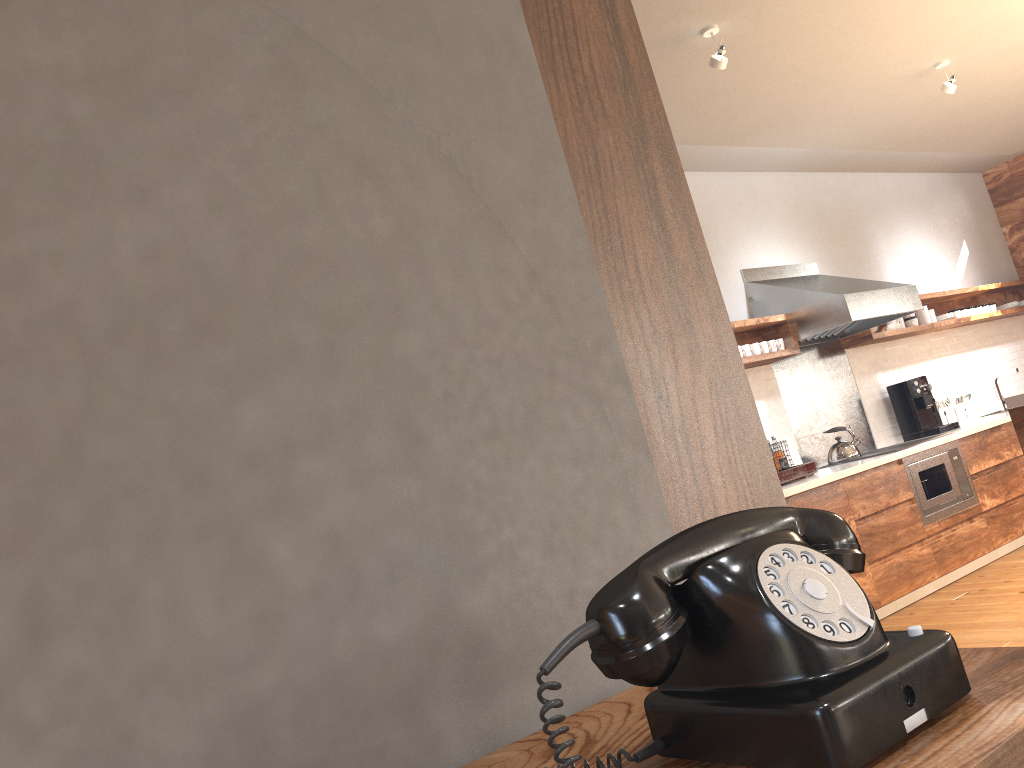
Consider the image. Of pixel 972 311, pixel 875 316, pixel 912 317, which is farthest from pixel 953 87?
pixel 972 311

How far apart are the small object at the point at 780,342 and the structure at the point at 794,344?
0.1 meters

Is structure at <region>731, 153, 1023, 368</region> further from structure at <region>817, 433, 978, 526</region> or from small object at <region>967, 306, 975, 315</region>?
structure at <region>817, 433, 978, 526</region>

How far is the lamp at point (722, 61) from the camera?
3.6 meters

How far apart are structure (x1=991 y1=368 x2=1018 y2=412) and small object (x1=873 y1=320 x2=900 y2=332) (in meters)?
1.19

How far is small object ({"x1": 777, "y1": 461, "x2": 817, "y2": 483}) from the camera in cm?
474

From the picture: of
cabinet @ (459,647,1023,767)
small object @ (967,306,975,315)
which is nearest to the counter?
small object @ (967,306,975,315)

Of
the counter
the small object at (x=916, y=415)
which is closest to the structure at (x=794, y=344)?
the small object at (x=916, y=415)

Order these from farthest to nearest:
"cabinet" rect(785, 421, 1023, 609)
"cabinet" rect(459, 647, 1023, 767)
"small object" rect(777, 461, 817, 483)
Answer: "small object" rect(777, 461, 817, 483) < "cabinet" rect(785, 421, 1023, 609) < "cabinet" rect(459, 647, 1023, 767)

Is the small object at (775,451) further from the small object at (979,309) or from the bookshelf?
the bookshelf
